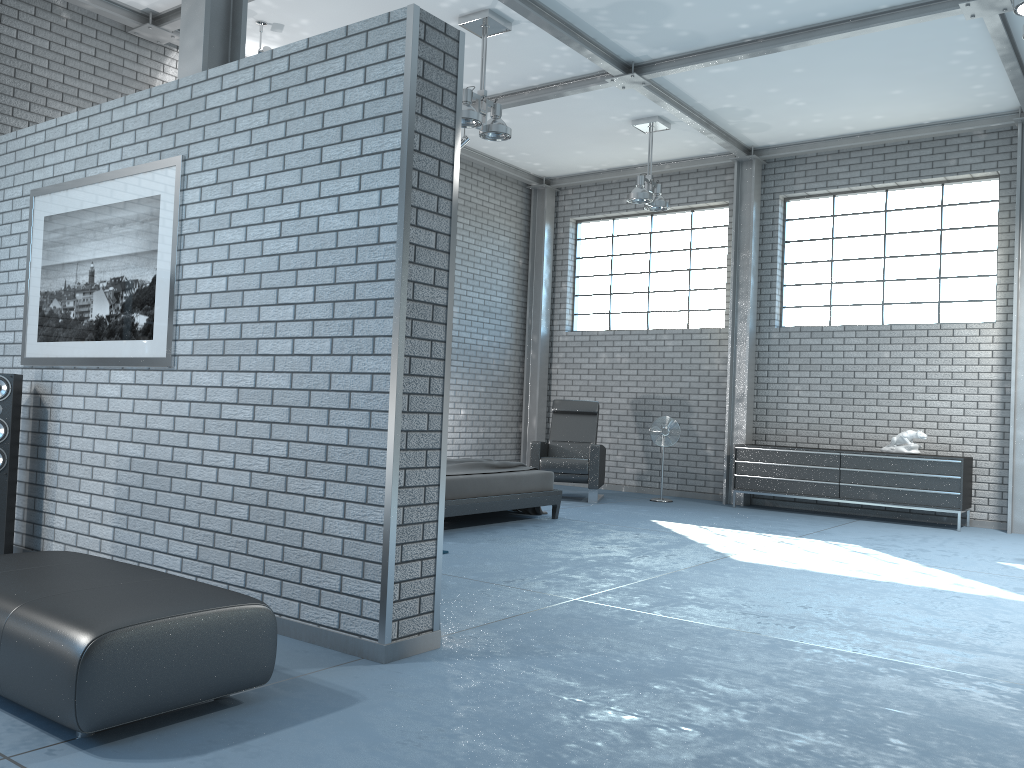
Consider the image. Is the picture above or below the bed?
above

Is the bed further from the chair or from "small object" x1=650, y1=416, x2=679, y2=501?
"small object" x1=650, y1=416, x2=679, y2=501

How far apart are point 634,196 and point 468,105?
2.71m

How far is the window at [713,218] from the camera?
10.67m

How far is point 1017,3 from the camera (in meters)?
4.51

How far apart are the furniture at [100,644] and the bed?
3.5 meters

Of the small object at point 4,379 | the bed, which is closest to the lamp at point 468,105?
the bed

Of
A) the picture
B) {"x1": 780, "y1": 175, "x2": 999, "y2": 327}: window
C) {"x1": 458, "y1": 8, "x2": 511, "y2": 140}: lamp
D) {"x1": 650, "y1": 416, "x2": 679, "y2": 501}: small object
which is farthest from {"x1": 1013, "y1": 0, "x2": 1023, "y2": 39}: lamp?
{"x1": 650, "y1": 416, "x2": 679, "y2": 501}: small object

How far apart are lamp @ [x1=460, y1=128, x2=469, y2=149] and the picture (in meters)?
4.95

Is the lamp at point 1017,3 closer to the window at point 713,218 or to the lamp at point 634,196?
the lamp at point 634,196
